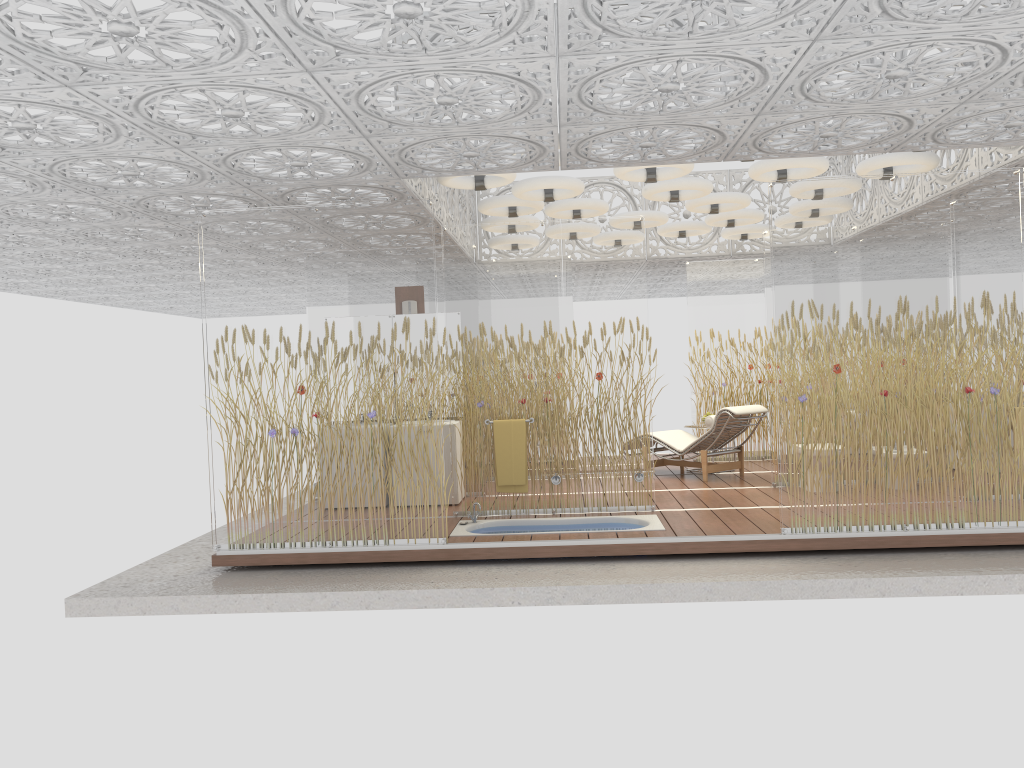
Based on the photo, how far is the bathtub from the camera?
7.33m

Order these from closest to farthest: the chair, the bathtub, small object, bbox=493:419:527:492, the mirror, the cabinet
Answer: the bathtub
small object, bbox=493:419:527:492
the cabinet
the mirror
the chair

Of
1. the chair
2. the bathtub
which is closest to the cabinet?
the bathtub

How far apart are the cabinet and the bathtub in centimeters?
109cm

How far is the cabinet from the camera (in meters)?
8.62

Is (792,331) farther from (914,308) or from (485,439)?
(485,439)

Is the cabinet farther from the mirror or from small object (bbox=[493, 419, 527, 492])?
the mirror

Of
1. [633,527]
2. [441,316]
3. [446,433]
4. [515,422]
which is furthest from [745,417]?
[441,316]

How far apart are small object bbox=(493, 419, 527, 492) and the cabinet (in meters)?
0.93

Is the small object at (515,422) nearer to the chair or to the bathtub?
the bathtub
